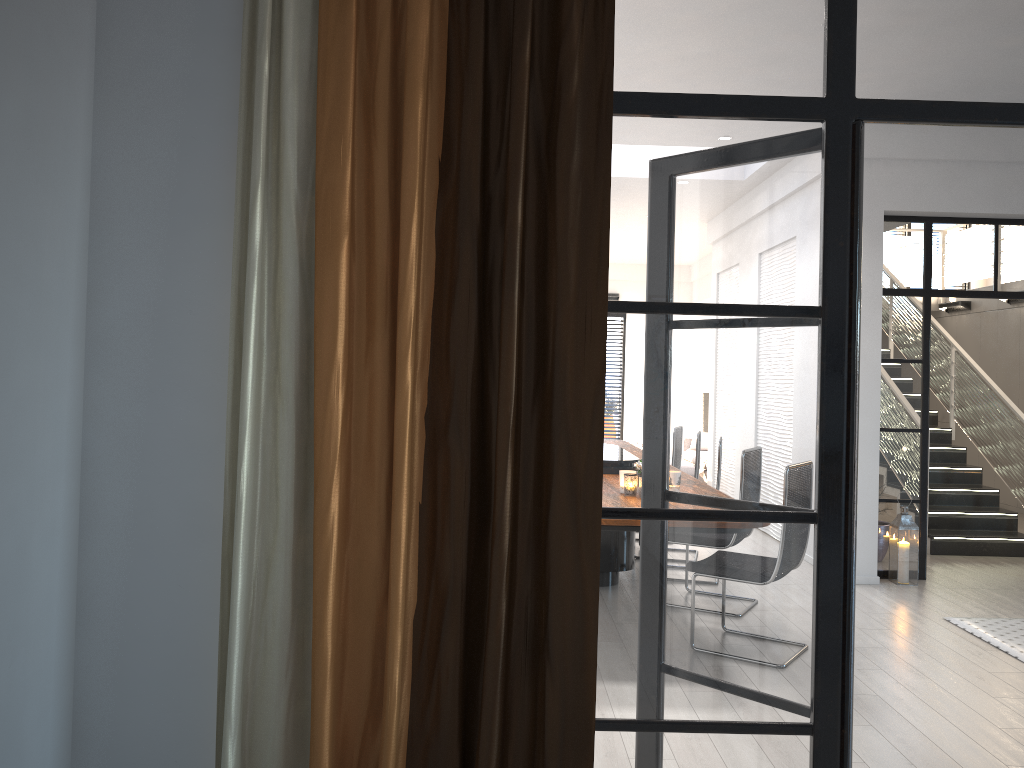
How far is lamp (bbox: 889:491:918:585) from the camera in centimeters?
641cm

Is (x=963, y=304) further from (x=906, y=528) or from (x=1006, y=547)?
(x=906, y=528)

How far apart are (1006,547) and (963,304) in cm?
479

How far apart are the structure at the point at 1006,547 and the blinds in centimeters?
676cm

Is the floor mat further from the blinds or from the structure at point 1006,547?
the blinds

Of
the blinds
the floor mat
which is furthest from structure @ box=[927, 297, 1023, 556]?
the blinds

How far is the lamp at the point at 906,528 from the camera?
6.41m

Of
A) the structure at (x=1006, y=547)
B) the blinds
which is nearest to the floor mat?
the structure at (x=1006, y=547)

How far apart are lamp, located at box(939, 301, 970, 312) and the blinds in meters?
11.1

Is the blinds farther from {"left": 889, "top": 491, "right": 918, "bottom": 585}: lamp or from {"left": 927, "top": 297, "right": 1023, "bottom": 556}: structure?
{"left": 927, "top": 297, "right": 1023, "bottom": 556}: structure
